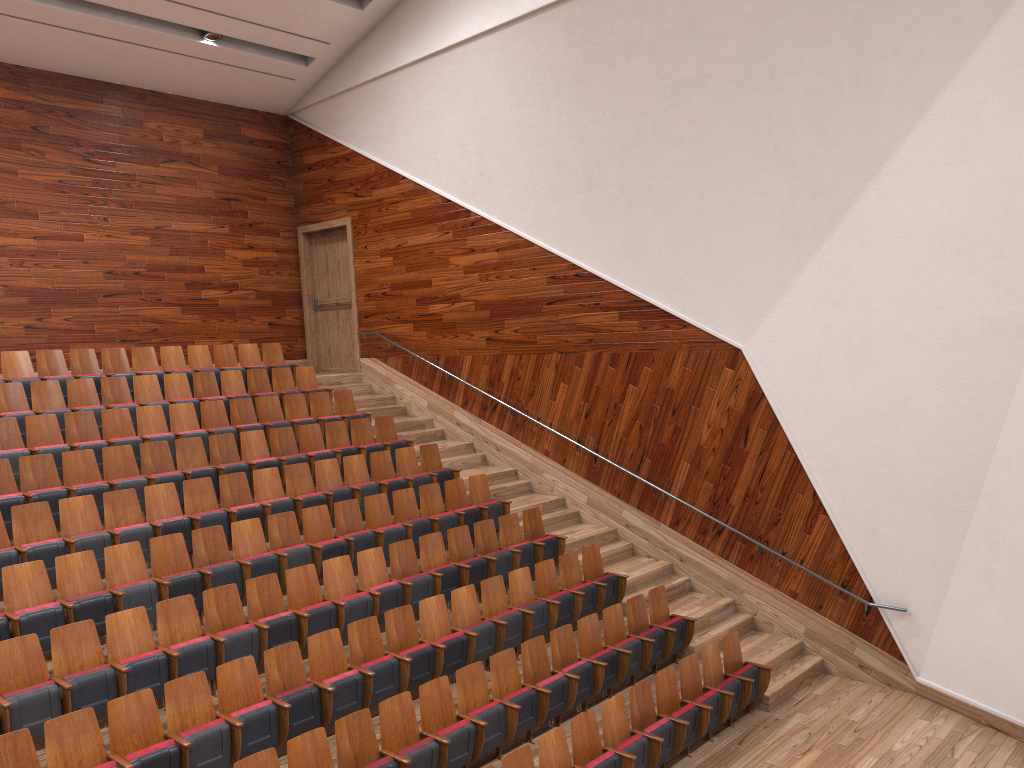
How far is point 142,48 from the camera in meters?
1.2 m

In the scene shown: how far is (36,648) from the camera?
0.59m

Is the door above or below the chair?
above

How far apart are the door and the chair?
0.1 meters

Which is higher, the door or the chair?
the door

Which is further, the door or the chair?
the door

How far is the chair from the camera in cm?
59

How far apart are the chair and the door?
0.1 meters

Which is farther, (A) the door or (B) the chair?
(A) the door

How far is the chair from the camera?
0.6m
